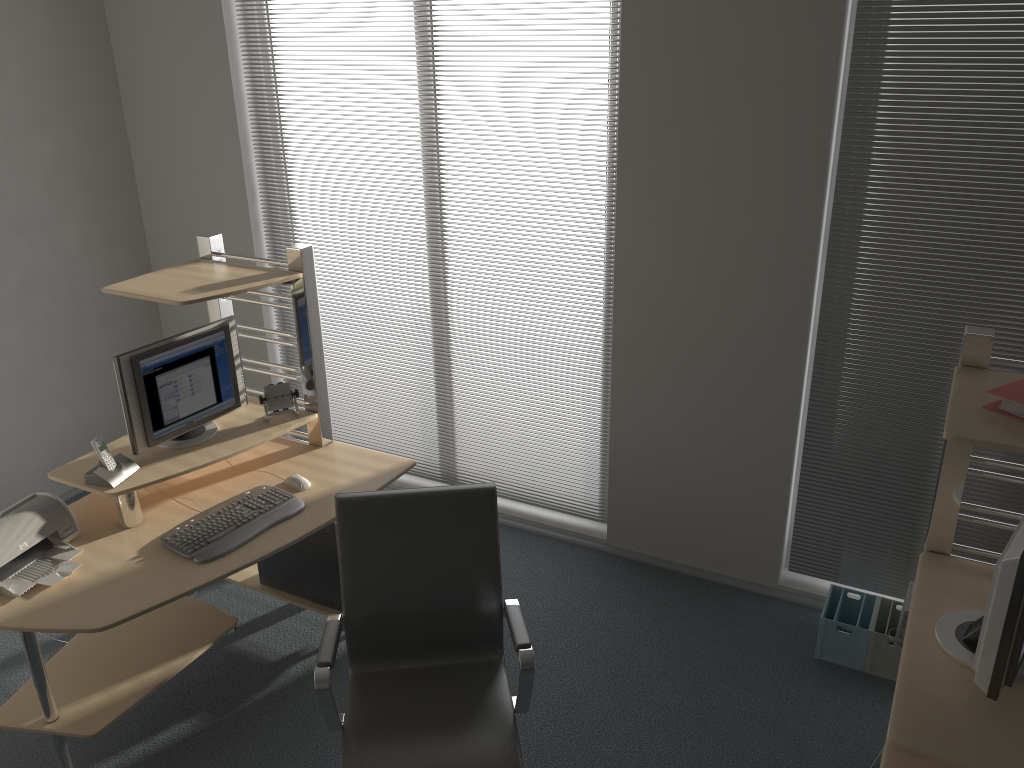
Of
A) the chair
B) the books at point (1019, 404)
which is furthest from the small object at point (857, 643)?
the books at point (1019, 404)

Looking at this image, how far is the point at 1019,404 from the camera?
2.1 meters

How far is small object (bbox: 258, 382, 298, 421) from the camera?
3.5m

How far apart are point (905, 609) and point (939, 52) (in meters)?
1.97

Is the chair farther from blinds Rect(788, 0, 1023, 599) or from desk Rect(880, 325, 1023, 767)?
blinds Rect(788, 0, 1023, 599)

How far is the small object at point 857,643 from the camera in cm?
339

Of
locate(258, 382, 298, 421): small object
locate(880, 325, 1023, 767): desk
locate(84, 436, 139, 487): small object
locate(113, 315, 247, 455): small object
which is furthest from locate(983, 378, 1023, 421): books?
locate(84, 436, 139, 487): small object

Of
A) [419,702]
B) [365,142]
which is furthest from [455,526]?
[365,142]

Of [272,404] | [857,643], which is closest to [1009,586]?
[857,643]

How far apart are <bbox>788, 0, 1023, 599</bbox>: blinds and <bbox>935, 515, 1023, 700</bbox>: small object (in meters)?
1.21
